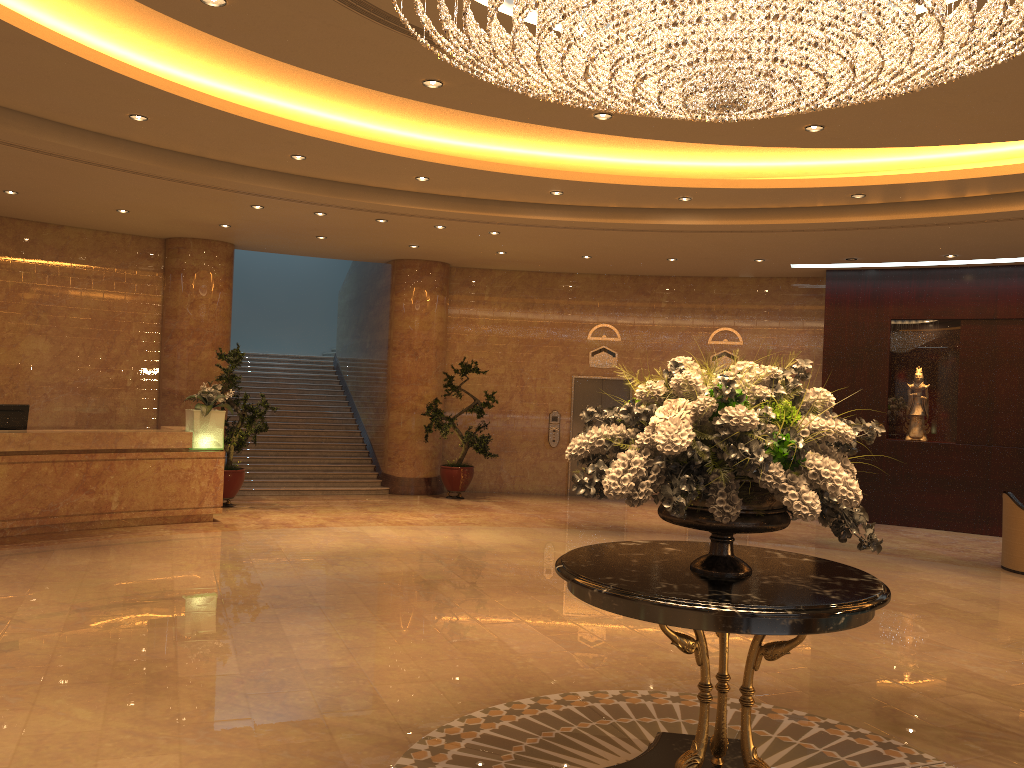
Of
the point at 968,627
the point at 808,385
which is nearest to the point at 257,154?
the point at 968,627

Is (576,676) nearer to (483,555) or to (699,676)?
(699,676)

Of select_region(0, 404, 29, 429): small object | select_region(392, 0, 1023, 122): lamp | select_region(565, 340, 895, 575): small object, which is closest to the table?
select_region(565, 340, 895, 575): small object

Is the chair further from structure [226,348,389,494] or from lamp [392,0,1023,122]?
structure [226,348,389,494]

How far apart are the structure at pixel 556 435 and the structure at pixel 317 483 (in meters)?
3.15

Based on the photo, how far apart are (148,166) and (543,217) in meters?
4.5

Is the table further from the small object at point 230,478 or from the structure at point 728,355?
the structure at point 728,355

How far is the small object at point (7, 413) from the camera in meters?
10.2

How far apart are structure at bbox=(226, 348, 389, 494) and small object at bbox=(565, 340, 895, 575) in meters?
10.7

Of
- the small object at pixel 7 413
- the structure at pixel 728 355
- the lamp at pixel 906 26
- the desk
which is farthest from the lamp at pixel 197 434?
the structure at pixel 728 355
